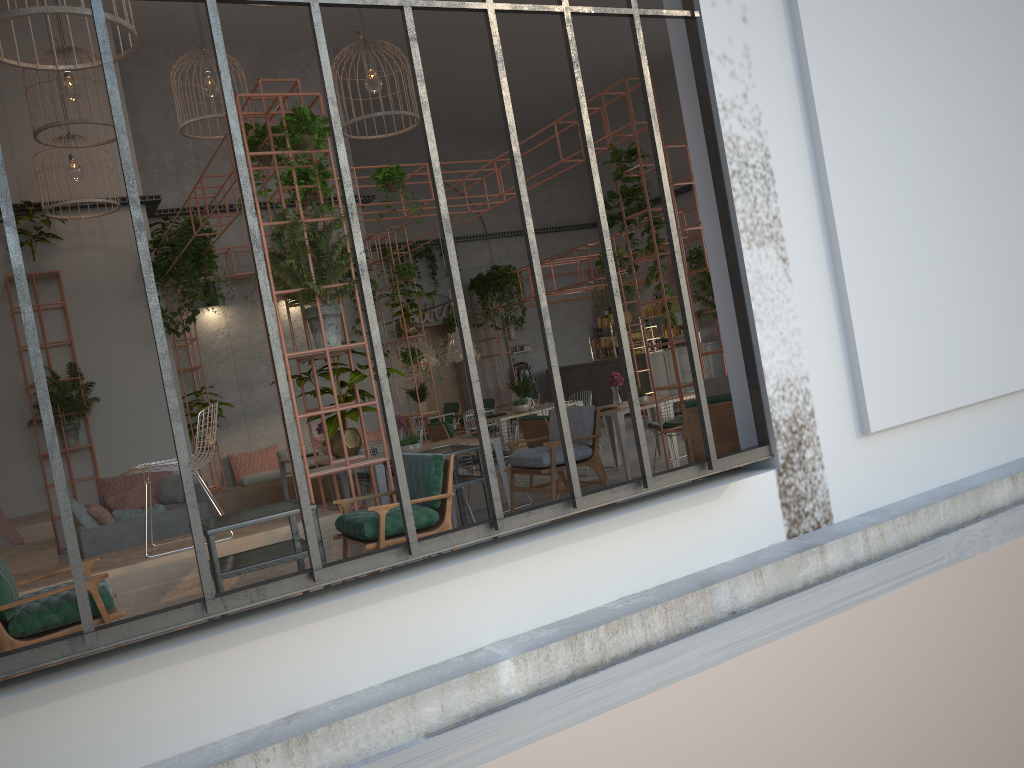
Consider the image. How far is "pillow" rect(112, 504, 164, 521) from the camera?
7.66m

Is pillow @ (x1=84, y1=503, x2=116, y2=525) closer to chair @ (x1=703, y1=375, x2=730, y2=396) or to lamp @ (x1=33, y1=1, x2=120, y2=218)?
lamp @ (x1=33, y1=1, x2=120, y2=218)

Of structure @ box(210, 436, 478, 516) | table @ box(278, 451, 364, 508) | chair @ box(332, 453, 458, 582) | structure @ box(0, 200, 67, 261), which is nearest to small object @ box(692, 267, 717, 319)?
chair @ box(332, 453, 458, 582)

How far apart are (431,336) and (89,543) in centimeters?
1438cm

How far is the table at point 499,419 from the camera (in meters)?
12.30

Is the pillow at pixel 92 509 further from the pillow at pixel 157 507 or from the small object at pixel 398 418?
the small object at pixel 398 418

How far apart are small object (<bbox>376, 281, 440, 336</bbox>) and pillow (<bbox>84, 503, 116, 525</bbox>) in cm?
701

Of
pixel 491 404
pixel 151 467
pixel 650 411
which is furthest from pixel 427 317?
pixel 151 467

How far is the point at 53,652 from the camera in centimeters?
338cm

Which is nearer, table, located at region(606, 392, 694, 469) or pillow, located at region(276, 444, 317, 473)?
table, located at region(606, 392, 694, 469)
